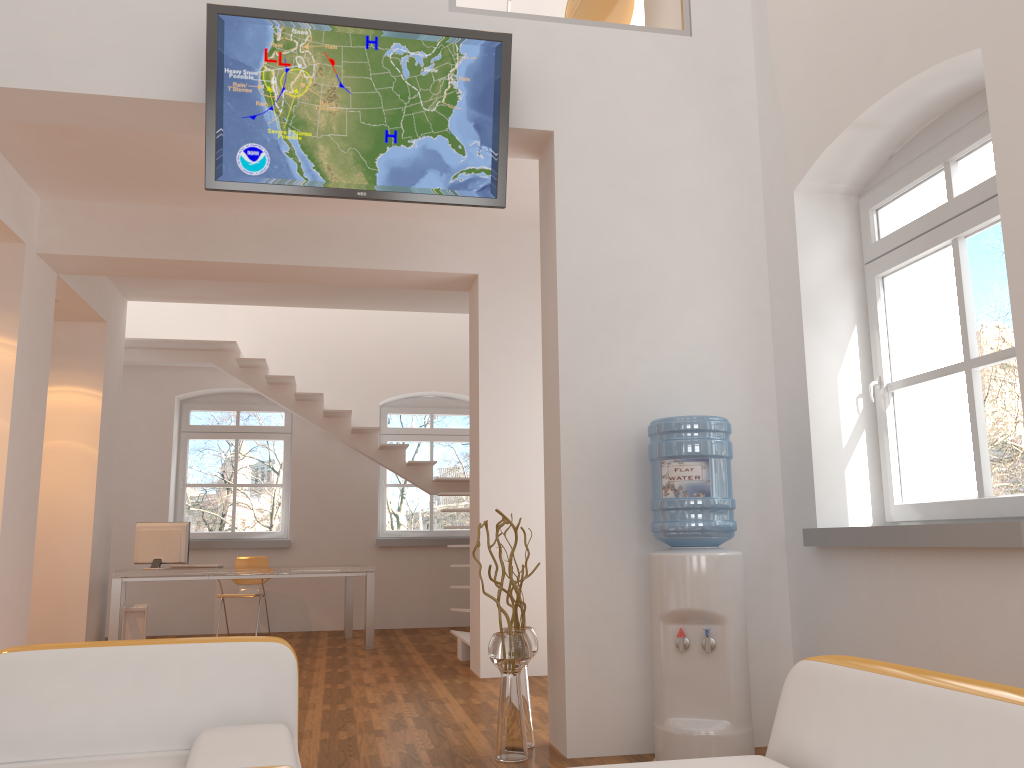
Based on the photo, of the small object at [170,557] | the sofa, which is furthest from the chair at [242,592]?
the sofa

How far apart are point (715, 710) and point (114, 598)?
5.6m

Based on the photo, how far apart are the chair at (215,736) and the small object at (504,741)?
1.37m

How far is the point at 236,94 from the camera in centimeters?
401cm

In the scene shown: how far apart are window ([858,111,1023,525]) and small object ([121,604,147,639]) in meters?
6.5

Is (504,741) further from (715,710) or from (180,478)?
(180,478)

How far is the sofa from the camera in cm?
162

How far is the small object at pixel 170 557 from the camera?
8.0m

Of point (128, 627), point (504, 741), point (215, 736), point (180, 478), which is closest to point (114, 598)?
point (128, 627)

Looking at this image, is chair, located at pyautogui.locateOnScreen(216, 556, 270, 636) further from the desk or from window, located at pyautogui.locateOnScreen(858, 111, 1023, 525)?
window, located at pyautogui.locateOnScreen(858, 111, 1023, 525)
